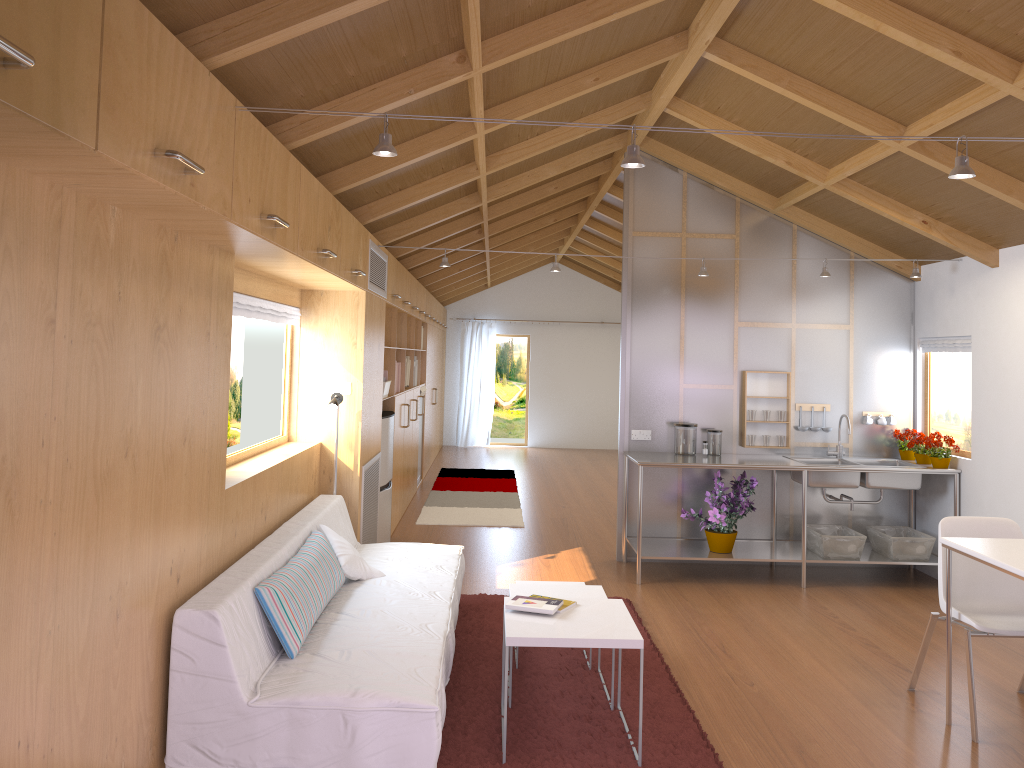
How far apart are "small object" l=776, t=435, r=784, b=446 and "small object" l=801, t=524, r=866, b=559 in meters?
0.6

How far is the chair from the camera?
3.57m

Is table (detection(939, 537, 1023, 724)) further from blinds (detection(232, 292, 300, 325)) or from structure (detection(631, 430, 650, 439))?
blinds (detection(232, 292, 300, 325))

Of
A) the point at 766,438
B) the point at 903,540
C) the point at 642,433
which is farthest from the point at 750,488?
the point at 903,540

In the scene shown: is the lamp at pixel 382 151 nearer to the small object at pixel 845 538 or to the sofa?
the sofa

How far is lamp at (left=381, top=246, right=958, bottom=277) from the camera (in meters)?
5.68

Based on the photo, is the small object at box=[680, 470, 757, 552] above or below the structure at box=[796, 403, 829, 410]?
below

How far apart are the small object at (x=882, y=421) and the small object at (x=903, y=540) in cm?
75

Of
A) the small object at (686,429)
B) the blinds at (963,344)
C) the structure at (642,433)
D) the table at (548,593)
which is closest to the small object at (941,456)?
the blinds at (963,344)

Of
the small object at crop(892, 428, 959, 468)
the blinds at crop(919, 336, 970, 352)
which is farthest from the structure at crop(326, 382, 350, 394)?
the blinds at crop(919, 336, 970, 352)
